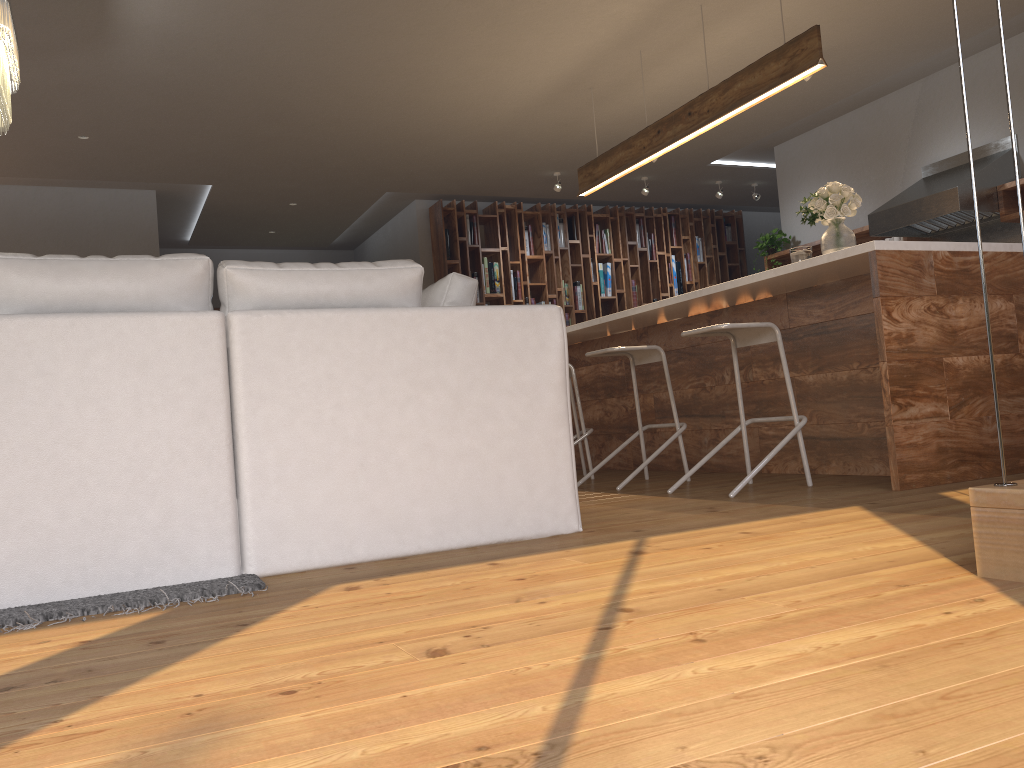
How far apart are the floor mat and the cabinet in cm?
240

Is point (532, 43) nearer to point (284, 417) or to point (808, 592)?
point (284, 417)

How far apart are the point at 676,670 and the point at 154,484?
1.63m

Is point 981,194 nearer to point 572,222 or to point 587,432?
point 587,432

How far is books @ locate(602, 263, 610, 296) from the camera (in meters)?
9.82

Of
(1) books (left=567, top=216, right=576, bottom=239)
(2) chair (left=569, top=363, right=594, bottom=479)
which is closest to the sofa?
(2) chair (left=569, top=363, right=594, bottom=479)

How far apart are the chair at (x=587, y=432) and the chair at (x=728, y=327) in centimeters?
134cm

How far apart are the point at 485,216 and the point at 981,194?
4.7 meters

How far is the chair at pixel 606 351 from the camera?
4.6 meters

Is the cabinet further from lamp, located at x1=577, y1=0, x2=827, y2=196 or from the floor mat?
the floor mat
